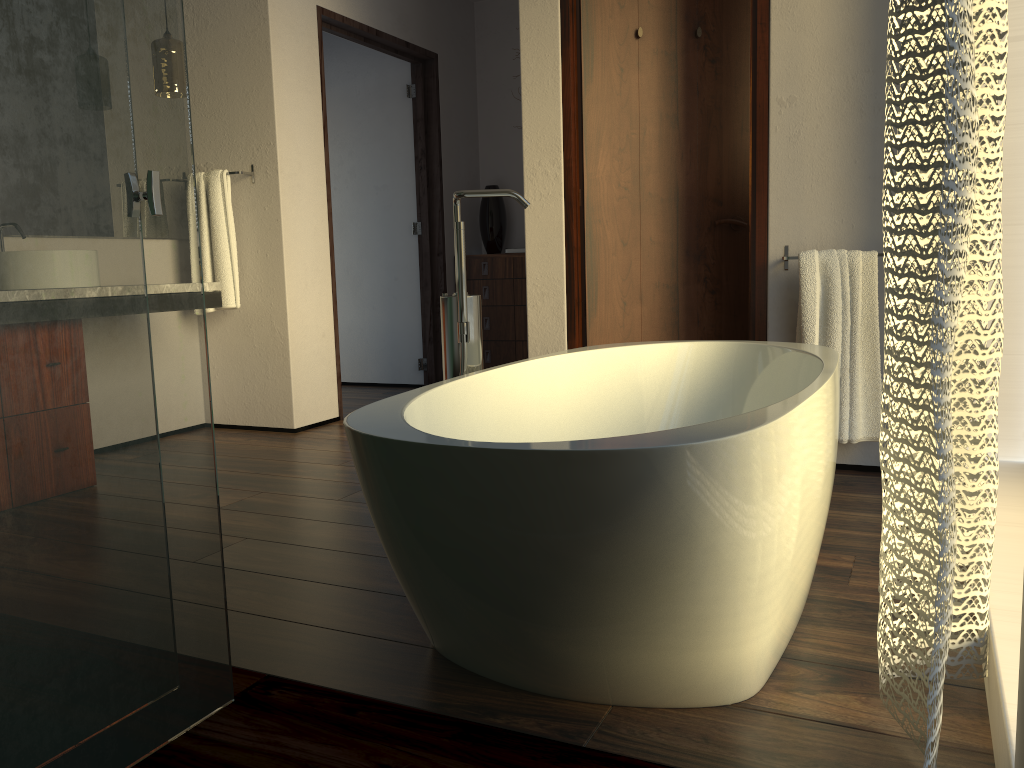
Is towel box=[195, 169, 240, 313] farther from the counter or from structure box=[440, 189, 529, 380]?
structure box=[440, 189, 529, 380]

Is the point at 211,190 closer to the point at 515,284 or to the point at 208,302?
the point at 208,302

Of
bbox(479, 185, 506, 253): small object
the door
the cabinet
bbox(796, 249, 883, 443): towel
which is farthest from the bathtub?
bbox(479, 185, 506, 253): small object

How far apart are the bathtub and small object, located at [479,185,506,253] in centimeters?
294cm

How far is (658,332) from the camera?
3.5m

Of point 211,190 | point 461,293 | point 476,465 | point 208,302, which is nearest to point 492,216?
point 211,190

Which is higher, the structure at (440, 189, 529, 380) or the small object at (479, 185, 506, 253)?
the small object at (479, 185, 506, 253)

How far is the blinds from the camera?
1.0 meters

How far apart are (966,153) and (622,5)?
2.55m

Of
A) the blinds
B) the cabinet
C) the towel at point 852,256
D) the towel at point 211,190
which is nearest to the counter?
the towel at point 211,190
